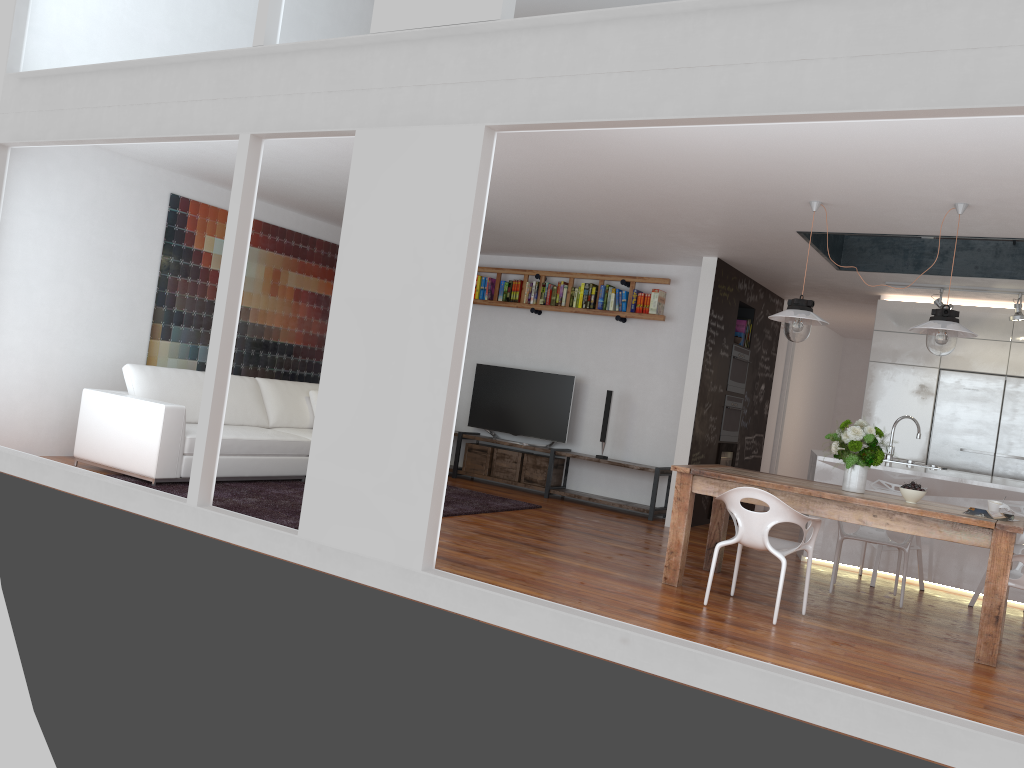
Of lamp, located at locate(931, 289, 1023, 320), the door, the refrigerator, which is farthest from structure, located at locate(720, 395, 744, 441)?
lamp, located at locate(931, 289, 1023, 320)

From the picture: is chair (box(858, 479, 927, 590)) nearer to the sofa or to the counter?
the counter

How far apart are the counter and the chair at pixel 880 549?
0.2m

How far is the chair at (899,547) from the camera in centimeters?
581cm

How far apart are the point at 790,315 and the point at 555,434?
4.1 meters

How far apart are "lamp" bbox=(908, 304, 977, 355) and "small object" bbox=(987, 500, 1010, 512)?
0.9m

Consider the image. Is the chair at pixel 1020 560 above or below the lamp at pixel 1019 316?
below

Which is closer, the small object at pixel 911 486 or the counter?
the small object at pixel 911 486

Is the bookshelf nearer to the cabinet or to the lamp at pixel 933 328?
the cabinet

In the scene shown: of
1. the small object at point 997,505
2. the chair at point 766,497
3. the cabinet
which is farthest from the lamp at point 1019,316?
the chair at point 766,497
